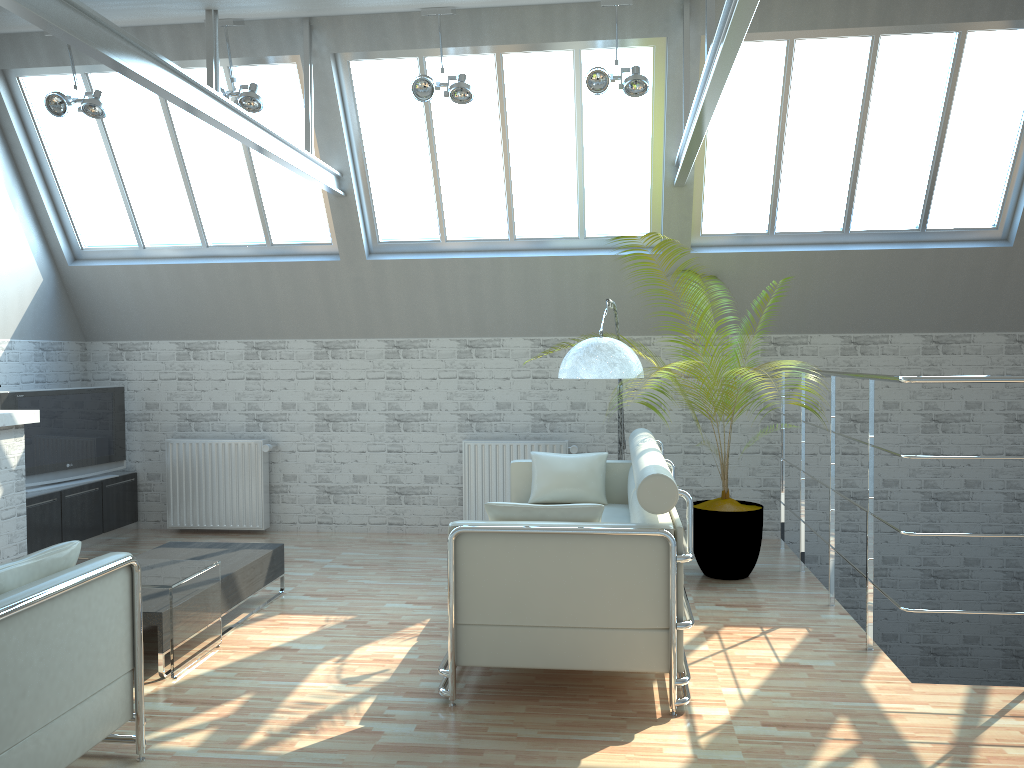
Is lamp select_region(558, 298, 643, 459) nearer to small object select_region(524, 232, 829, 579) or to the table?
small object select_region(524, 232, 829, 579)

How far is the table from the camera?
8.29m

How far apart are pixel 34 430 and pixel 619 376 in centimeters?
908cm

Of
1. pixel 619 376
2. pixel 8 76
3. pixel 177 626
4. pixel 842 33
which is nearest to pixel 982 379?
pixel 619 376

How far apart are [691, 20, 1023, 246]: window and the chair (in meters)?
9.63

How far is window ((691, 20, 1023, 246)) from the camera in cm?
1178

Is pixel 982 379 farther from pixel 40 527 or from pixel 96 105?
pixel 40 527

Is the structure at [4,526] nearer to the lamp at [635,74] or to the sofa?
the sofa

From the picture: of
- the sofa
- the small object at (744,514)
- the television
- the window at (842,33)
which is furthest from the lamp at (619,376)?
the television

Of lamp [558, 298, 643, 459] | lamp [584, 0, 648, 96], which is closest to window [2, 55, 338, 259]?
lamp [584, 0, 648, 96]
